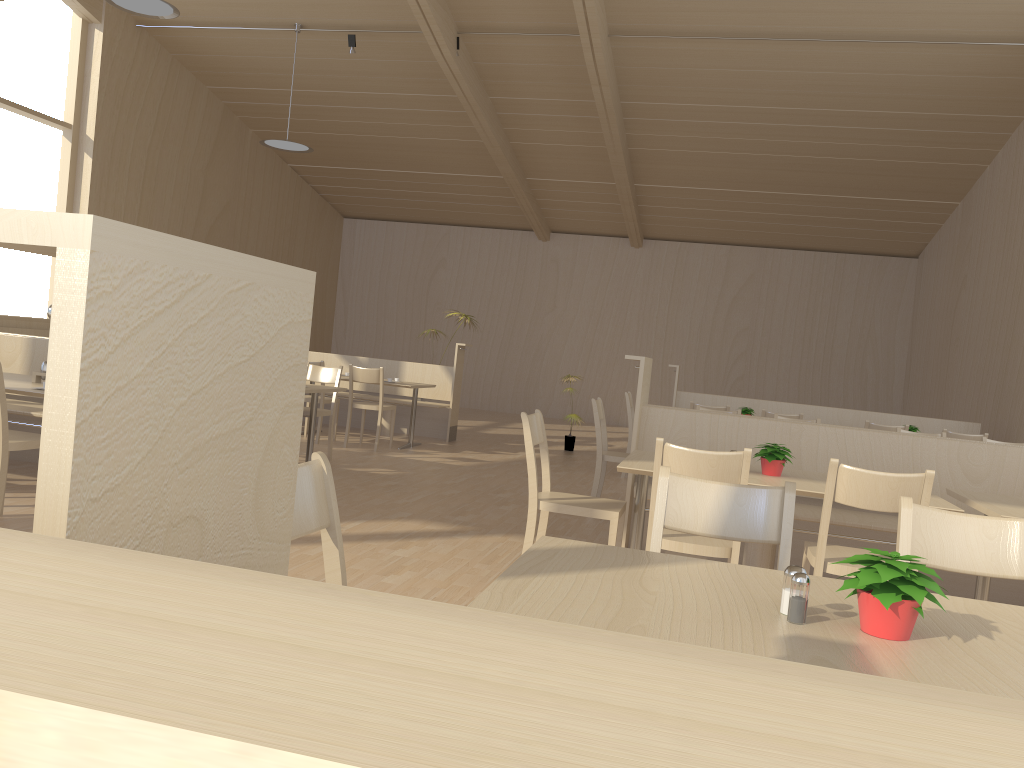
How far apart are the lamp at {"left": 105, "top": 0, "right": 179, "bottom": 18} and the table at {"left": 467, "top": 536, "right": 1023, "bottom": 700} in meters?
6.9 m

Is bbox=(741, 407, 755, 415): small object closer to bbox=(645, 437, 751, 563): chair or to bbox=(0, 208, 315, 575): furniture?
bbox=(645, 437, 751, 563): chair

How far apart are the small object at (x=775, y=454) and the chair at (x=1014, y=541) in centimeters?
160cm

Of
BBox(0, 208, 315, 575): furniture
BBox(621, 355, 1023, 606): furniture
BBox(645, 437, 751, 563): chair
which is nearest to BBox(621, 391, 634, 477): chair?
BBox(621, 355, 1023, 606): furniture

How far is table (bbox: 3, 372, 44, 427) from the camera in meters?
4.2

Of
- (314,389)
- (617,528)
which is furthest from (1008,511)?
(314,389)

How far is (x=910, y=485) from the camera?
3.0 meters

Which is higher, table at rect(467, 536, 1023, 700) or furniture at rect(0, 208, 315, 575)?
furniture at rect(0, 208, 315, 575)

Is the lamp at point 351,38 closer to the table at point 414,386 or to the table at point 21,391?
the table at point 414,386

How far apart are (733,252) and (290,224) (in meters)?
7.27
